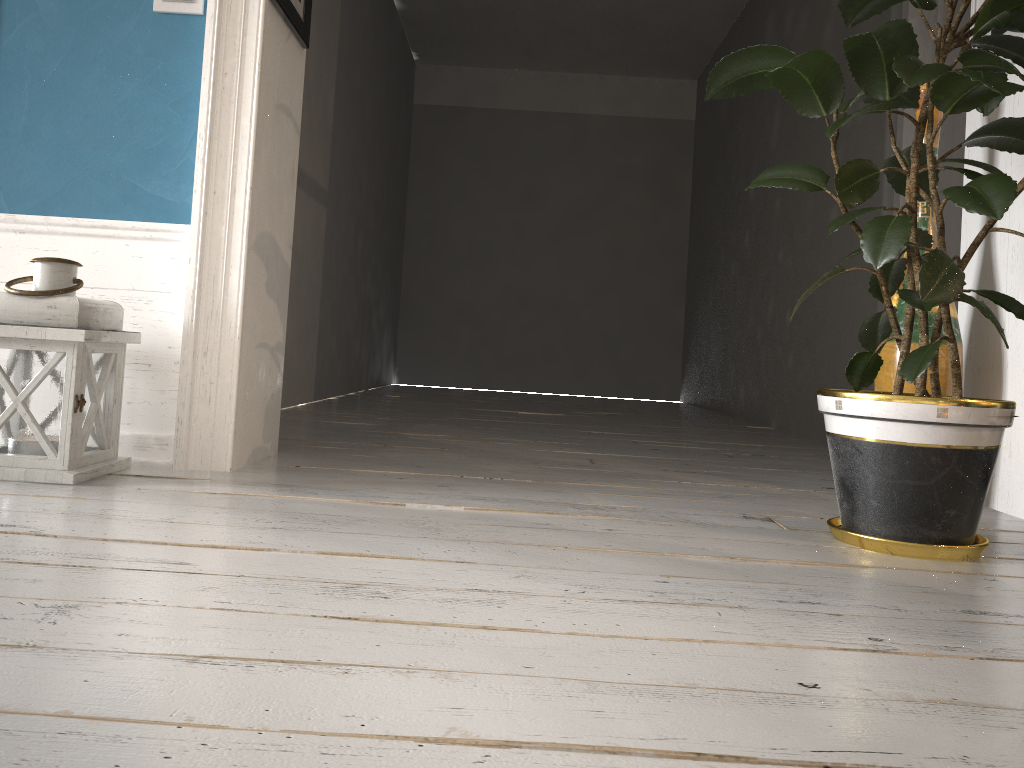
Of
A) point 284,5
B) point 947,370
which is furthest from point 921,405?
point 284,5

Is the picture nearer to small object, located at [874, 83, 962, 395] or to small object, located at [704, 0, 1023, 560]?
small object, located at [874, 83, 962, 395]

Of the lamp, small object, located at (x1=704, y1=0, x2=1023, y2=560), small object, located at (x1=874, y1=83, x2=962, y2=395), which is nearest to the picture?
small object, located at (x1=874, y1=83, x2=962, y2=395)

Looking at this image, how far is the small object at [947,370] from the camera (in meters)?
2.25

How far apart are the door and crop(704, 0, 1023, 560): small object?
1.56m

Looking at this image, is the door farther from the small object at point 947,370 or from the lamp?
the lamp

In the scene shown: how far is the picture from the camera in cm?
227

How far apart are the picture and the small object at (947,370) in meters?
0.3

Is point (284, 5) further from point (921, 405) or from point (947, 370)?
point (947, 370)

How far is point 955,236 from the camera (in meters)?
3.35
